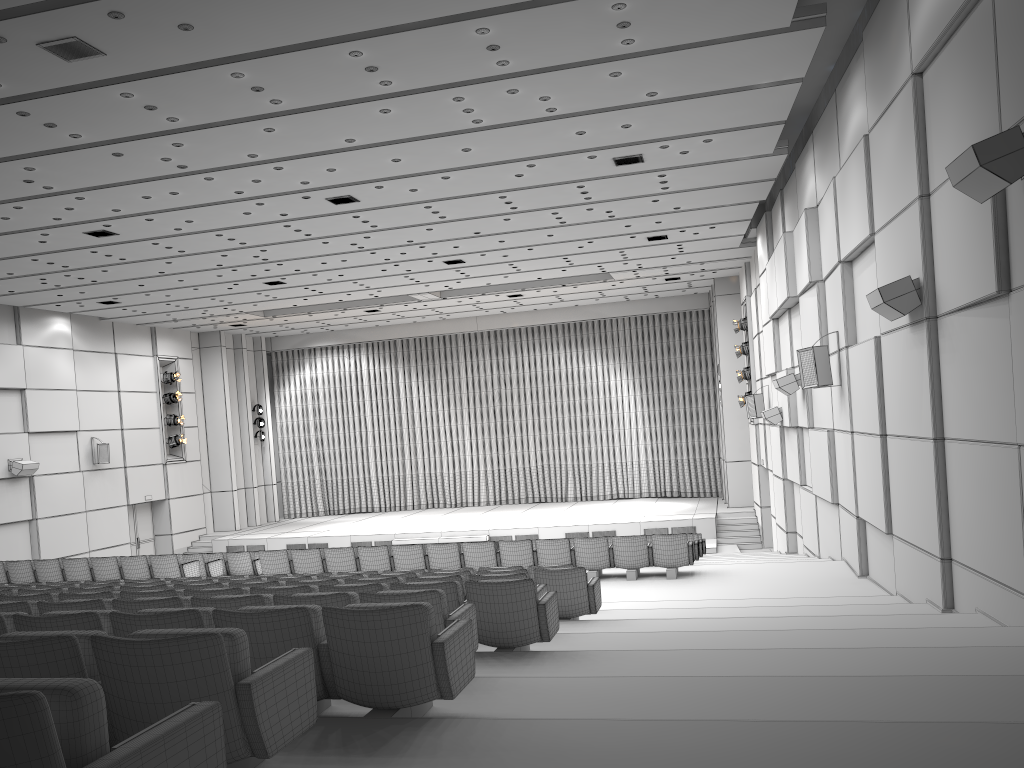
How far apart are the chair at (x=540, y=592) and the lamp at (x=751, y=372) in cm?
1659

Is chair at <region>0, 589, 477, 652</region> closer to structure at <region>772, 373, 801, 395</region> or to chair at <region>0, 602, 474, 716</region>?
chair at <region>0, 602, 474, 716</region>

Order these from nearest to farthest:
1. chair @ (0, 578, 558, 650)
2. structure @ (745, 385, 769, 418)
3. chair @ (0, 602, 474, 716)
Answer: chair @ (0, 602, 474, 716) → chair @ (0, 578, 558, 650) → structure @ (745, 385, 769, 418)

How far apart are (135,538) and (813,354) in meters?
21.3

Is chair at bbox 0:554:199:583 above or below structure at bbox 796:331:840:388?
below

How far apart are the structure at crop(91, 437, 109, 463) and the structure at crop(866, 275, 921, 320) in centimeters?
2134cm

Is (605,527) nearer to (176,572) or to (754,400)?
(754,400)

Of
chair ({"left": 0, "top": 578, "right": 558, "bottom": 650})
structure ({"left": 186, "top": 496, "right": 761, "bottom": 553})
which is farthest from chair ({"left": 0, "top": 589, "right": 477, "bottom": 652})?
structure ({"left": 186, "top": 496, "right": 761, "bottom": 553})

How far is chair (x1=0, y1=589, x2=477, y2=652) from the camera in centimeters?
493cm

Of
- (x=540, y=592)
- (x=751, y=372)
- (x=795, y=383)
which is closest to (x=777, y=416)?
(x=795, y=383)
